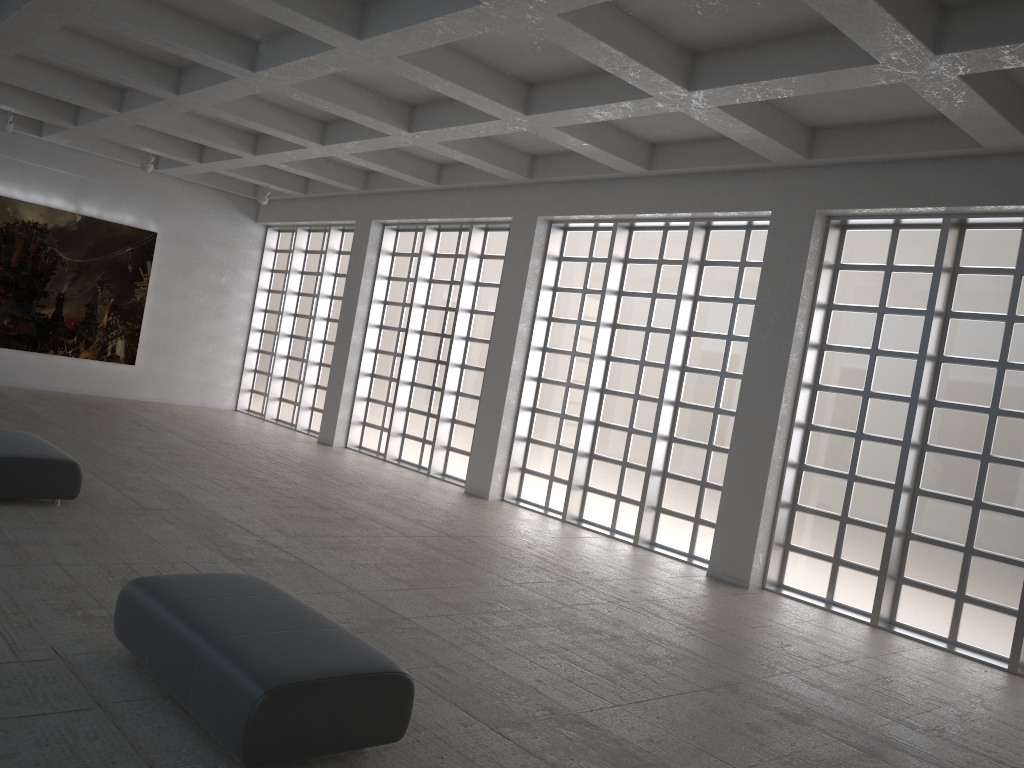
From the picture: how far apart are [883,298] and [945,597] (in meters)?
5.77
